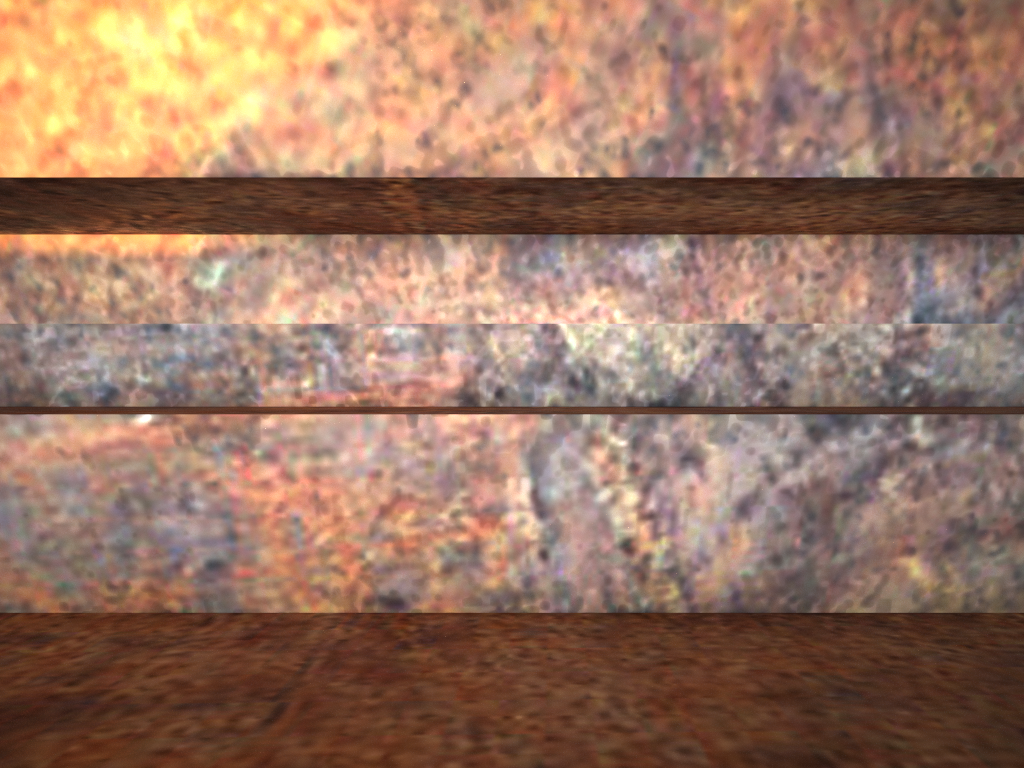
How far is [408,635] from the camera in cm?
120

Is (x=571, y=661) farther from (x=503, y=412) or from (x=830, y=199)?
(x=830, y=199)
